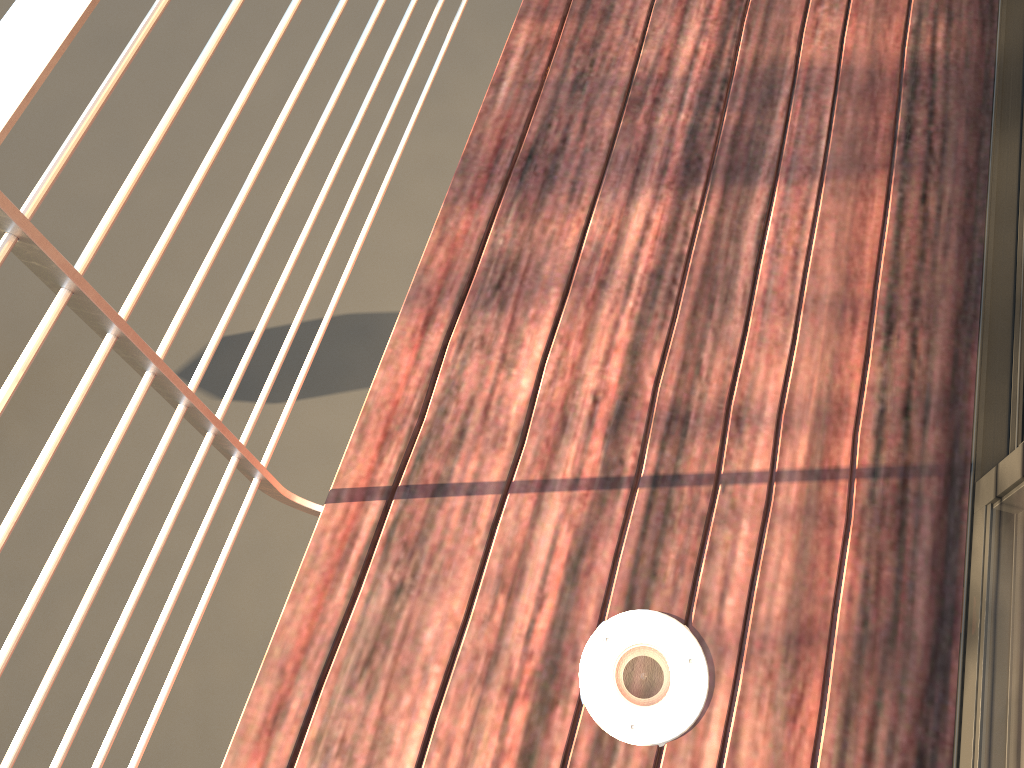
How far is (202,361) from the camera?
1.05m

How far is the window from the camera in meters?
1.0

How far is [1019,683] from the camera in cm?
100

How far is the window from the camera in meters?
1.0
